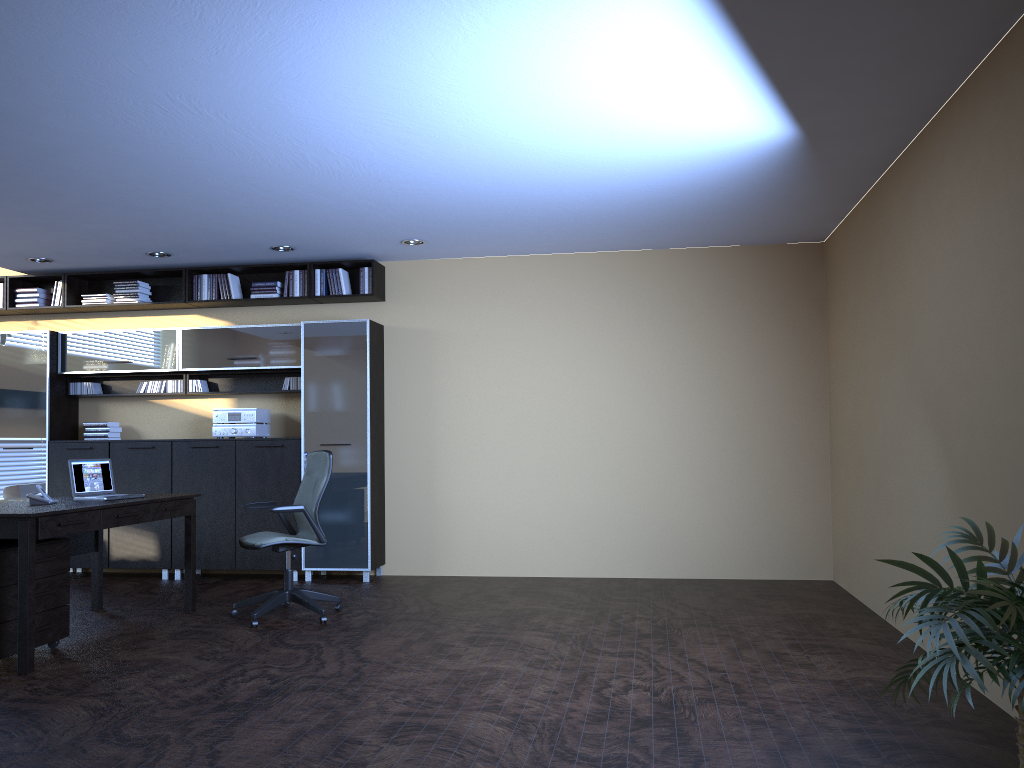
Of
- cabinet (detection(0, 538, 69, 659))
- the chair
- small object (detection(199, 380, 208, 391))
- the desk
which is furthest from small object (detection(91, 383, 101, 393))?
cabinet (detection(0, 538, 69, 659))

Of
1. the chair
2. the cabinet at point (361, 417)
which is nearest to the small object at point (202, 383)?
the cabinet at point (361, 417)

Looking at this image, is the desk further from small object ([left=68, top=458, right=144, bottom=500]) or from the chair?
the chair

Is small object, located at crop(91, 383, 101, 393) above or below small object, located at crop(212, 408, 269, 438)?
above

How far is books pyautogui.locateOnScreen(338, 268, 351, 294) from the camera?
8.4m

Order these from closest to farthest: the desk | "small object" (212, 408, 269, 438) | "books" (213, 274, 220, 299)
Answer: the desk < "small object" (212, 408, 269, 438) < "books" (213, 274, 220, 299)

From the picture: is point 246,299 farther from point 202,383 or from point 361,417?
point 361,417

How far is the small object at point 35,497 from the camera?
5.7m

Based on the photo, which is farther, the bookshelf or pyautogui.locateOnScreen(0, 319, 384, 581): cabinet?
the bookshelf

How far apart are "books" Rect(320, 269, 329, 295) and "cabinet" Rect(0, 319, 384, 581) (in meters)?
0.37
